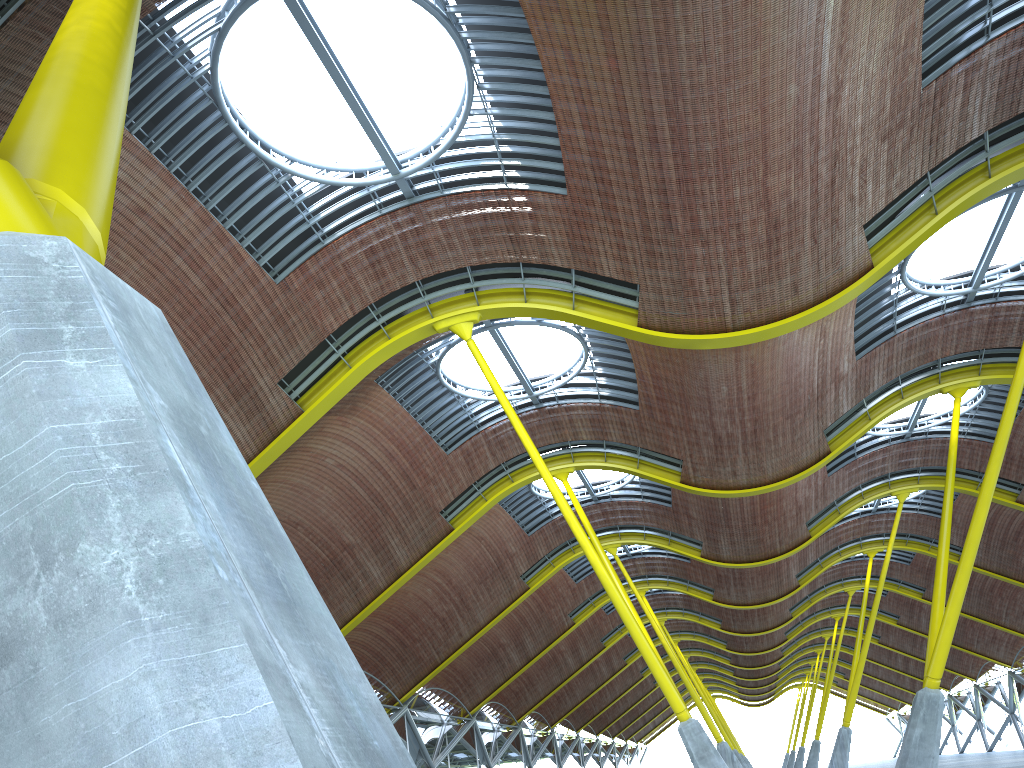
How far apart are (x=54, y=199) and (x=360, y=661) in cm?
3990
